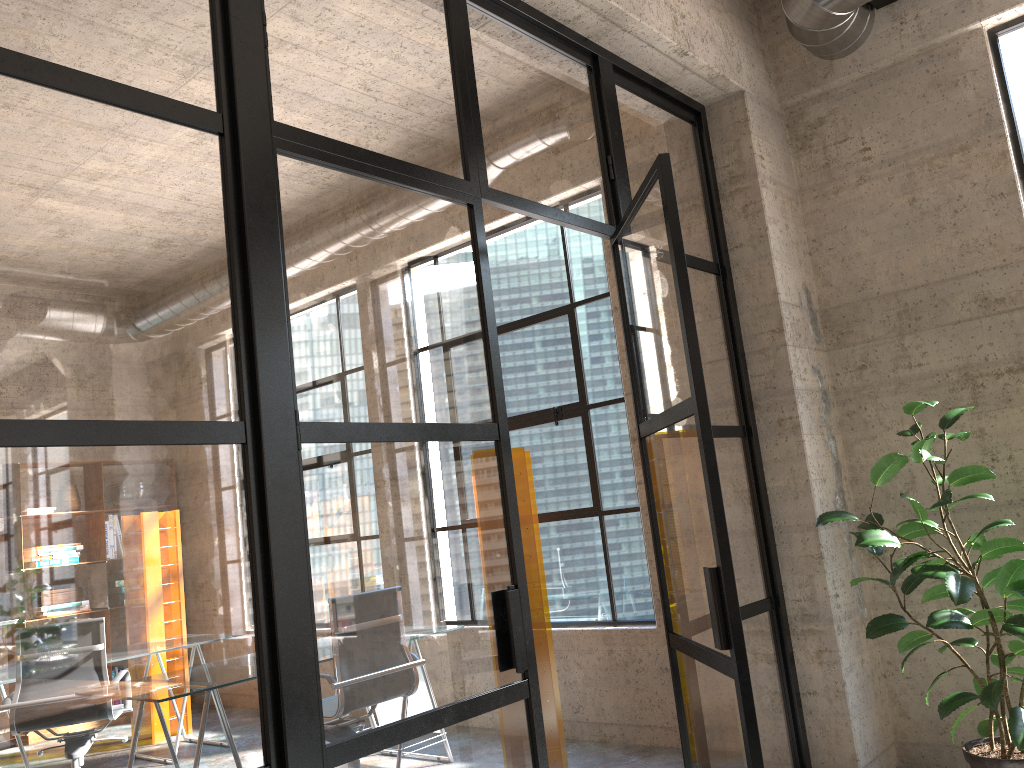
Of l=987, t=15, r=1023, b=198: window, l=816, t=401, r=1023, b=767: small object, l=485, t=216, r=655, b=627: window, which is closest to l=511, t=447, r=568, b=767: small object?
l=485, t=216, r=655, b=627: window

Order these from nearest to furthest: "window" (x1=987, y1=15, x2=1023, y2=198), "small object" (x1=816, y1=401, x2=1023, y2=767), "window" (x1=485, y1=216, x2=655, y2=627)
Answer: "small object" (x1=816, y1=401, x2=1023, y2=767) < "window" (x1=987, y1=15, x2=1023, y2=198) < "window" (x1=485, y1=216, x2=655, y2=627)

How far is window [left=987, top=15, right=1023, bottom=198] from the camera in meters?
3.8 m

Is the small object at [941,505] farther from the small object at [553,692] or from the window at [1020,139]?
the small object at [553,692]

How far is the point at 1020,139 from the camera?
3.8 meters

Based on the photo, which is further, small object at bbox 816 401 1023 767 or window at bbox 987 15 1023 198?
window at bbox 987 15 1023 198

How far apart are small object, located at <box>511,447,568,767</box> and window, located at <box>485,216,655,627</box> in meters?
0.6

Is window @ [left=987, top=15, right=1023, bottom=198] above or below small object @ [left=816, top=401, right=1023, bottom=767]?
above

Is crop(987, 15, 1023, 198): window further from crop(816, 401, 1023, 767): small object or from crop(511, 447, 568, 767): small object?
crop(511, 447, 568, 767): small object

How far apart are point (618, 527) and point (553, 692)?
1.1 meters
